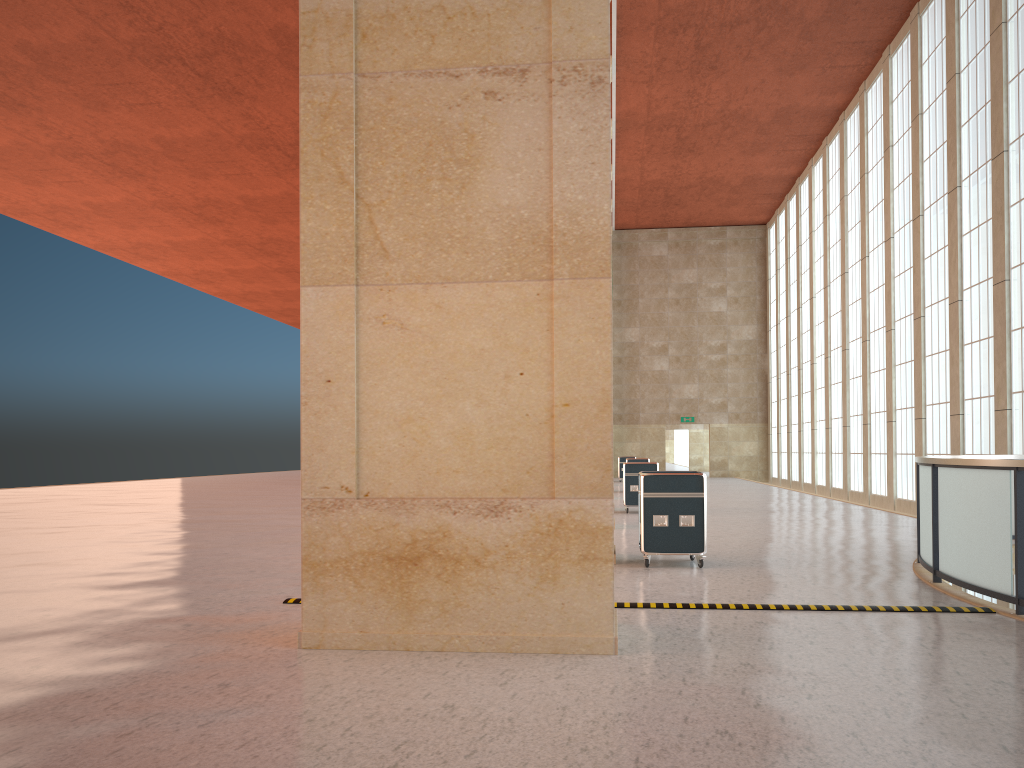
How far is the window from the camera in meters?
23.6 m

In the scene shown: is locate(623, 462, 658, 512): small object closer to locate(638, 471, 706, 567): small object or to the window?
the window

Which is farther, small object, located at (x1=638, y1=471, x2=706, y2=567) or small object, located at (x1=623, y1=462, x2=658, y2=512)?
small object, located at (x1=623, y1=462, x2=658, y2=512)

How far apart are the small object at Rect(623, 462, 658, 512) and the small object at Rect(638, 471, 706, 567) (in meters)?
12.20

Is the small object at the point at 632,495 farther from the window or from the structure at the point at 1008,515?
the structure at the point at 1008,515

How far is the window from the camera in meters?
23.6 m

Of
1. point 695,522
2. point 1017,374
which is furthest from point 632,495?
point 695,522

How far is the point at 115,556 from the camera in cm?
1624

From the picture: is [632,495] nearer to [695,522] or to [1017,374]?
[1017,374]

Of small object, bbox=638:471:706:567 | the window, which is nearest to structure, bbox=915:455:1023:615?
small object, bbox=638:471:706:567
